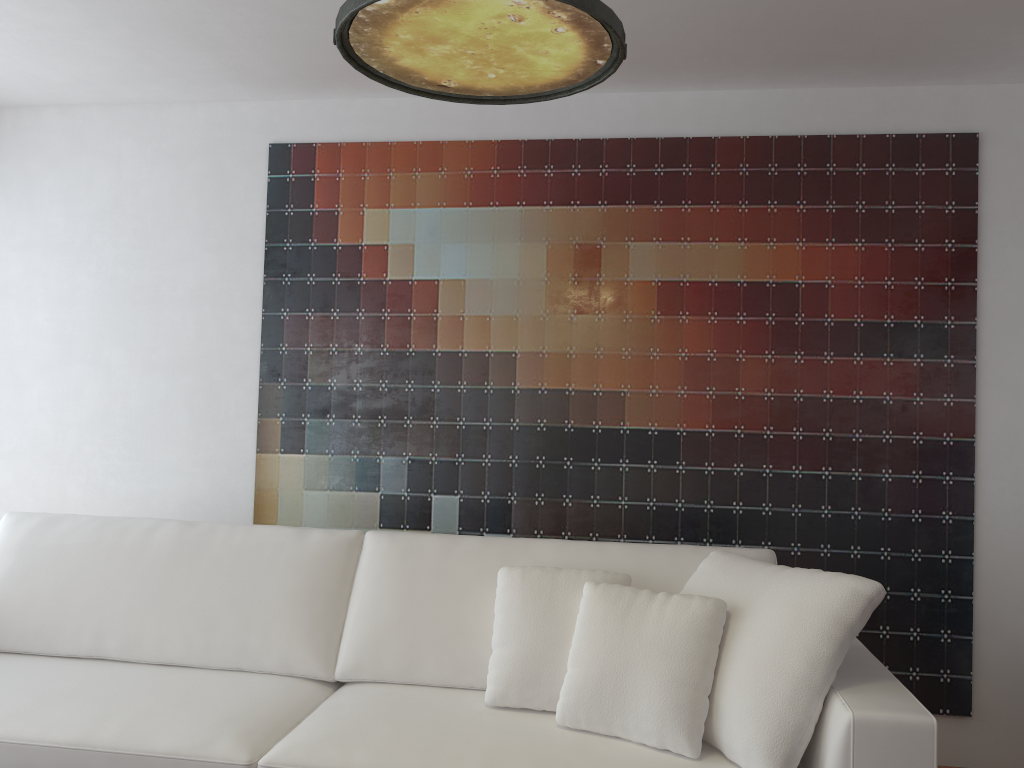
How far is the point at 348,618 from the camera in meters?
2.7 m

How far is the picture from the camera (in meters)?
3.27

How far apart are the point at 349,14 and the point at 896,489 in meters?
2.6 m

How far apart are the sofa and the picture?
0.6 meters

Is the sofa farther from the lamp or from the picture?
the lamp

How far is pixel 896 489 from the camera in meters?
3.3

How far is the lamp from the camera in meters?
1.6

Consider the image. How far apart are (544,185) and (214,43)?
1.3 meters

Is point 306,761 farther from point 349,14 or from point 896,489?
point 896,489

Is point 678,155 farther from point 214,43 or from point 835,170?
point 214,43
